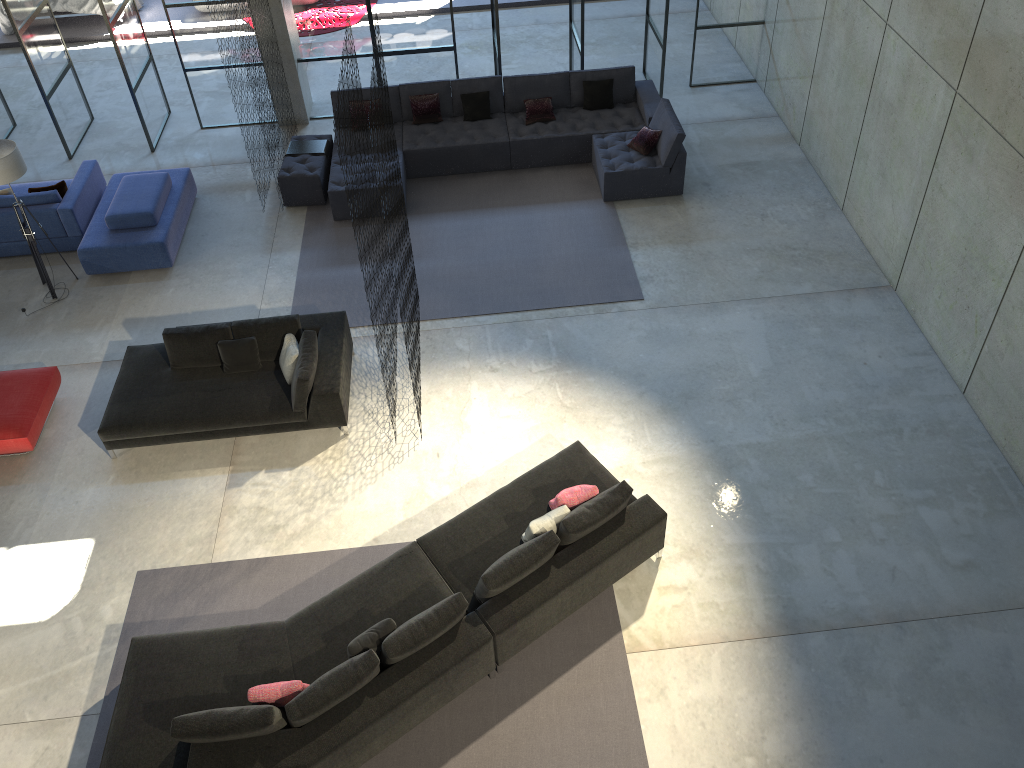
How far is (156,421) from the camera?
7.6 meters

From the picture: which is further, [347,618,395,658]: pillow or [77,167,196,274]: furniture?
[77,167,196,274]: furniture

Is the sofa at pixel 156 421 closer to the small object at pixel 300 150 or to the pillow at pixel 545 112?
the small object at pixel 300 150

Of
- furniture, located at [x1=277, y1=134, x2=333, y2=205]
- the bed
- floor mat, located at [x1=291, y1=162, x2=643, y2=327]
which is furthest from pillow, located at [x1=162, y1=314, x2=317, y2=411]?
the bed

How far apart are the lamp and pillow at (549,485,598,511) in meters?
6.0 m

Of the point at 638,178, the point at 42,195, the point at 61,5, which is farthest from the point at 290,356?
the point at 61,5

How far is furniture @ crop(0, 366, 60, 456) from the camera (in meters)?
7.65

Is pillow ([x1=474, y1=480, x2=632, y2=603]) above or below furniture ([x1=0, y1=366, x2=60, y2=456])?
above

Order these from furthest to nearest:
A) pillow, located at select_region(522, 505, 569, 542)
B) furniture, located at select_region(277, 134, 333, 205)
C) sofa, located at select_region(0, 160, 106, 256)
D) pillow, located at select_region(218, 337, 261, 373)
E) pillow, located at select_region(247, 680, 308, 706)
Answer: furniture, located at select_region(277, 134, 333, 205) < sofa, located at select_region(0, 160, 106, 256) < pillow, located at select_region(218, 337, 261, 373) < pillow, located at select_region(522, 505, 569, 542) < pillow, located at select_region(247, 680, 308, 706)

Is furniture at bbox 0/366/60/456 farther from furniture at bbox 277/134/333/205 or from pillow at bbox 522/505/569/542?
pillow at bbox 522/505/569/542
